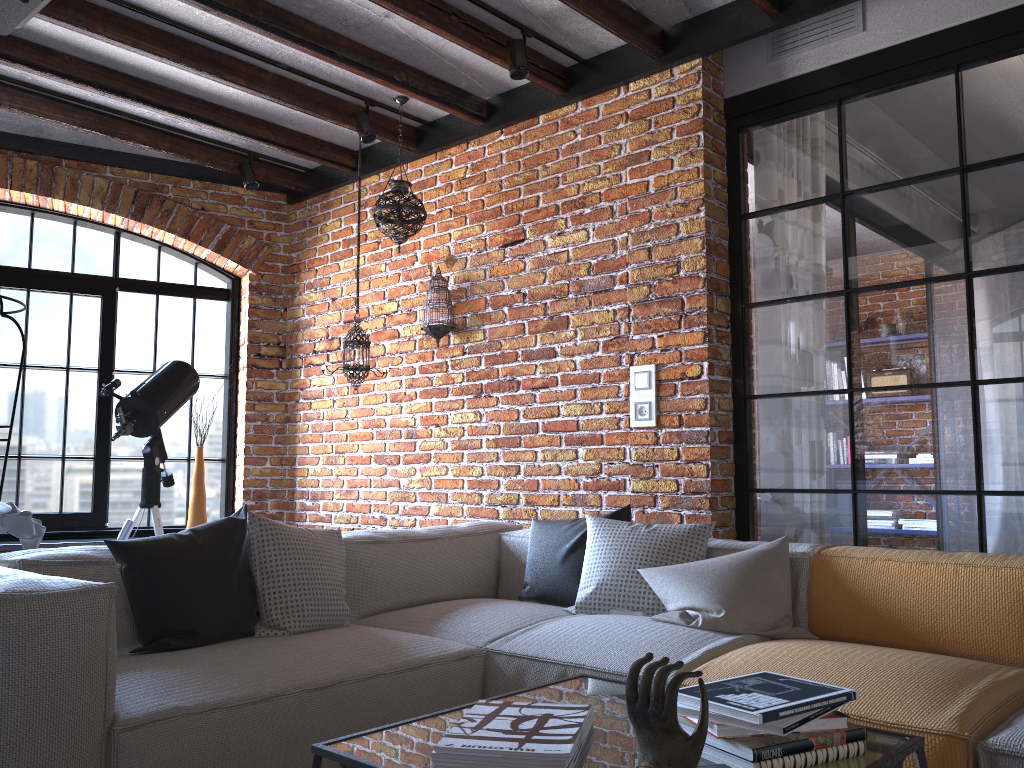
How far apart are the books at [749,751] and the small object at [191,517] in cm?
421

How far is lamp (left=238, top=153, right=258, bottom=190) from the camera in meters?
5.0 m

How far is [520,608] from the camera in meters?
3.0

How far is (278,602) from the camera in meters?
2.6 m

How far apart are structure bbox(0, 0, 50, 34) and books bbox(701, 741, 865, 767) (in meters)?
2.53

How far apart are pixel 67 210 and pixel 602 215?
3.2 meters

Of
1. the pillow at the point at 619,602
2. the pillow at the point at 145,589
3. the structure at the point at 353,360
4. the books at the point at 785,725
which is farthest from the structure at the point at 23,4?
the books at the point at 785,725

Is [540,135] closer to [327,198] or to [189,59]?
[189,59]

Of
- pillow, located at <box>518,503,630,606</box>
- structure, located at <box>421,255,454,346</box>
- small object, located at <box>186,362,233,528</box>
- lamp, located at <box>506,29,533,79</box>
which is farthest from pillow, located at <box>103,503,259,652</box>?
small object, located at <box>186,362,233,528</box>

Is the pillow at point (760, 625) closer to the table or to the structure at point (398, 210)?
the table
